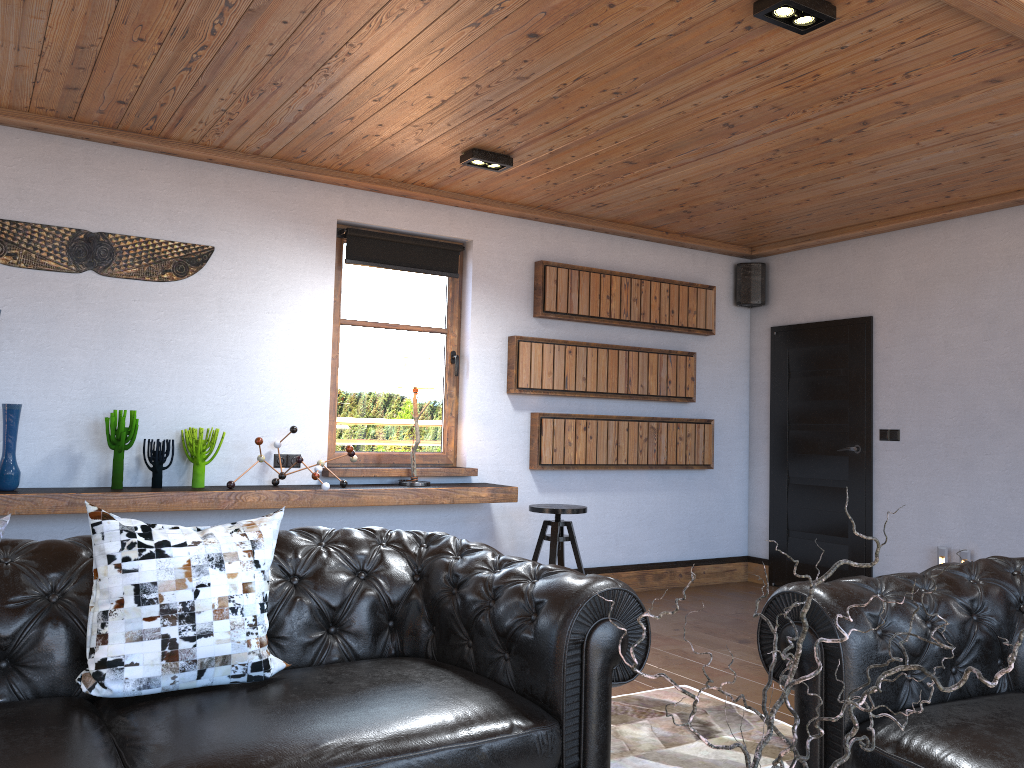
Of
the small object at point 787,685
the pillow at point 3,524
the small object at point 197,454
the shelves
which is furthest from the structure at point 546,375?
the small object at point 787,685

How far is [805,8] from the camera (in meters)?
2.99

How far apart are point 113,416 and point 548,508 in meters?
2.5 m

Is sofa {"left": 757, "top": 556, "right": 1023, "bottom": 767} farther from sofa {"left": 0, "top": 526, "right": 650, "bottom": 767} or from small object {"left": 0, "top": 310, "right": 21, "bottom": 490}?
small object {"left": 0, "top": 310, "right": 21, "bottom": 490}

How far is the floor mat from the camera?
3.2m

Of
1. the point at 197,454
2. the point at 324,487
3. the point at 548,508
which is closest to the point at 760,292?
the point at 548,508

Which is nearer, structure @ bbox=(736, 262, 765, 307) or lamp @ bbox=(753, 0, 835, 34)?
lamp @ bbox=(753, 0, 835, 34)

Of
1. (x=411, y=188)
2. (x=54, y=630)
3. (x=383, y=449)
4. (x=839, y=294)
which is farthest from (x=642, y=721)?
(x=839, y=294)

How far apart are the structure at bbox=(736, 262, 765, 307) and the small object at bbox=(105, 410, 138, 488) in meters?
4.6

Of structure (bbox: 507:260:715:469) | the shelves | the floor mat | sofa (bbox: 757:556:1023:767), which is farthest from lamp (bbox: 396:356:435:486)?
sofa (bbox: 757:556:1023:767)
